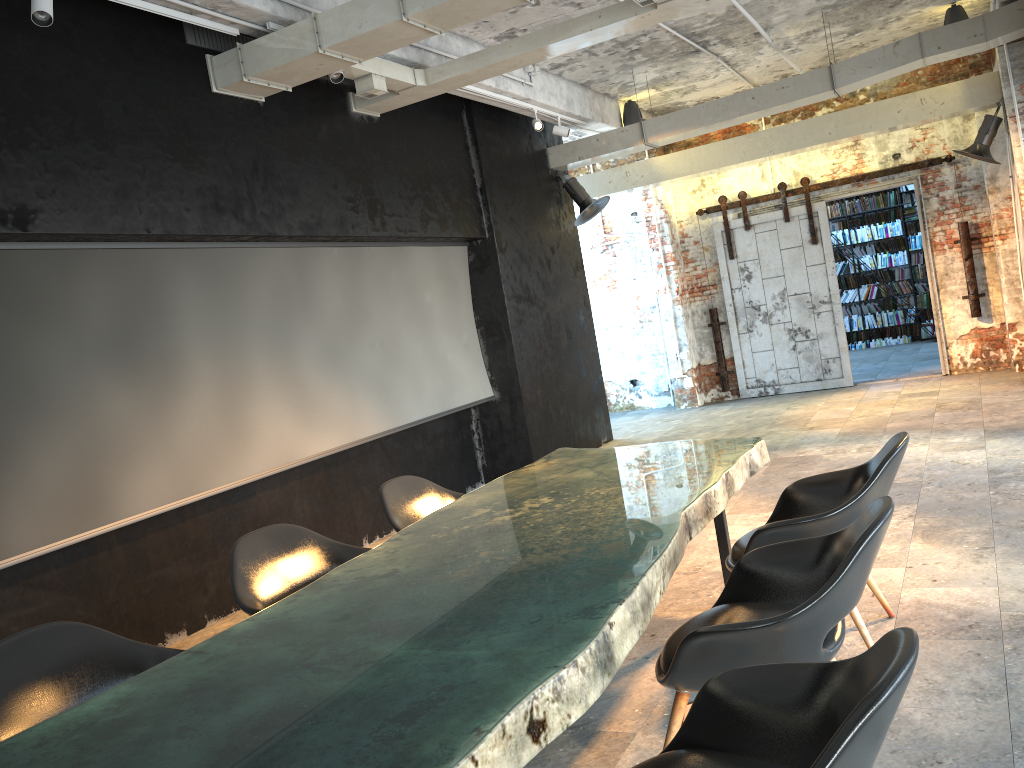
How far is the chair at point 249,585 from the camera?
3.6m

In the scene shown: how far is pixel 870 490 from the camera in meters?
3.3 m

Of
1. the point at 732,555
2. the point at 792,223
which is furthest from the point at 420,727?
the point at 792,223

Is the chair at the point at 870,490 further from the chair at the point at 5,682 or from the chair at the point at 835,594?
the chair at the point at 5,682

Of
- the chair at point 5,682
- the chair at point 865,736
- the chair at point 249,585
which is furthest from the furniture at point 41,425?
the chair at point 865,736

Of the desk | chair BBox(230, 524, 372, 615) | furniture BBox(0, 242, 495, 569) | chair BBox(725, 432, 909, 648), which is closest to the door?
furniture BBox(0, 242, 495, 569)

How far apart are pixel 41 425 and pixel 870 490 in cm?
391

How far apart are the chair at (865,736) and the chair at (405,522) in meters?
2.3

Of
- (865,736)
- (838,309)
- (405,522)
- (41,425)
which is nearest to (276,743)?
(865,736)

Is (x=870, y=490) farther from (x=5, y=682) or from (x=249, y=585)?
(x=5, y=682)
